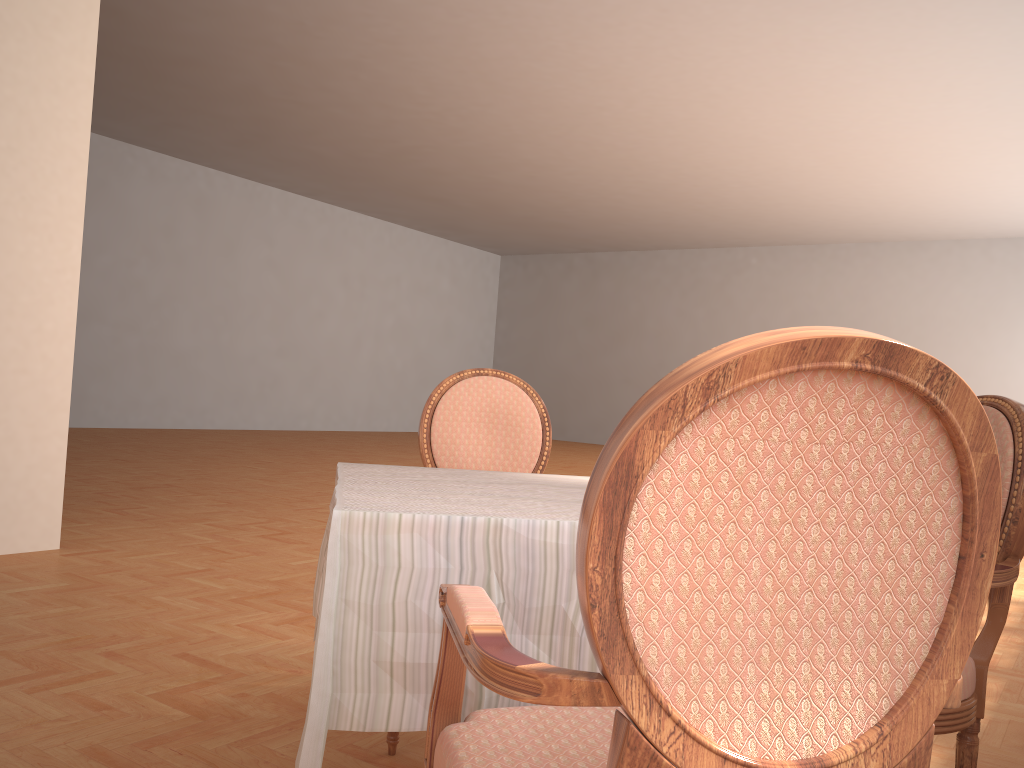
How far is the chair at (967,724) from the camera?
1.61m

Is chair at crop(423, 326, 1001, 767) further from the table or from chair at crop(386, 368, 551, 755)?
chair at crop(386, 368, 551, 755)

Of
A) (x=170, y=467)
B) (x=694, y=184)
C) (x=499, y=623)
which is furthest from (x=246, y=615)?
(x=694, y=184)

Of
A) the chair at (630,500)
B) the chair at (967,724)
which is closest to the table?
the chair at (630,500)

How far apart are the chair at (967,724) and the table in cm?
71

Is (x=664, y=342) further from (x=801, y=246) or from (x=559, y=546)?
(x=559, y=546)

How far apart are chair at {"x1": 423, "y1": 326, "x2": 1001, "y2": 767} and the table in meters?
0.1

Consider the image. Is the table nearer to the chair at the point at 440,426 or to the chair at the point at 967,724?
the chair at the point at 440,426

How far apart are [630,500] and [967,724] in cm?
125

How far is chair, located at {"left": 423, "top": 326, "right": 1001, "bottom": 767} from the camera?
0.7 meters
